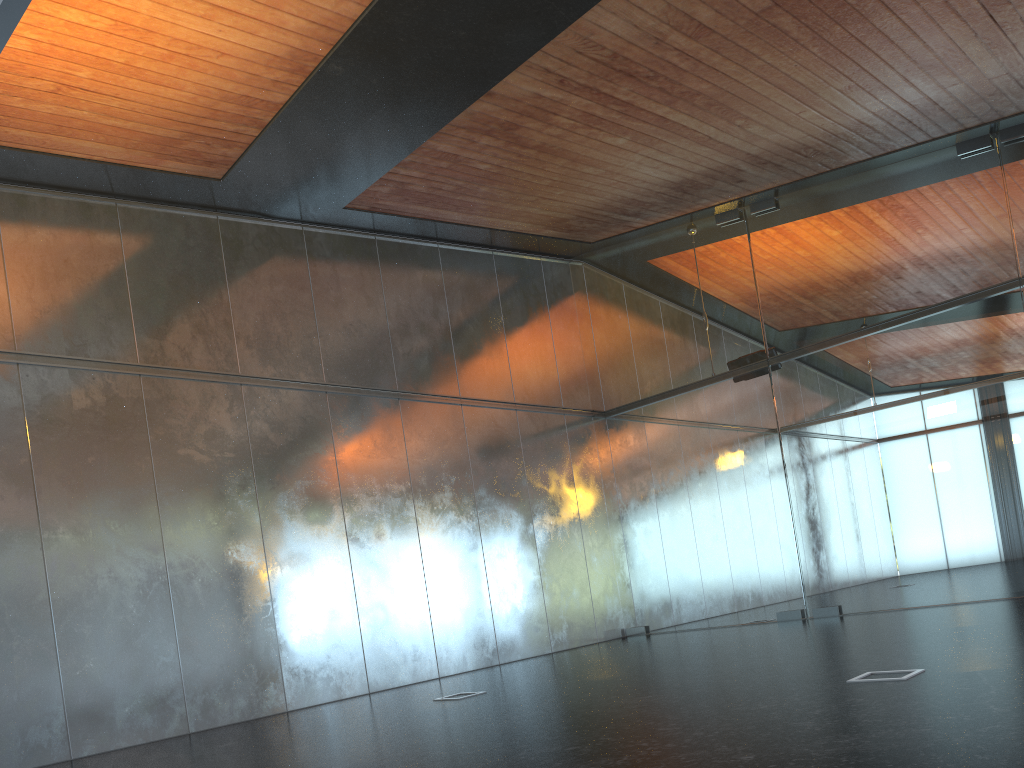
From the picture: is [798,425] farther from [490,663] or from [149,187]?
[149,187]
